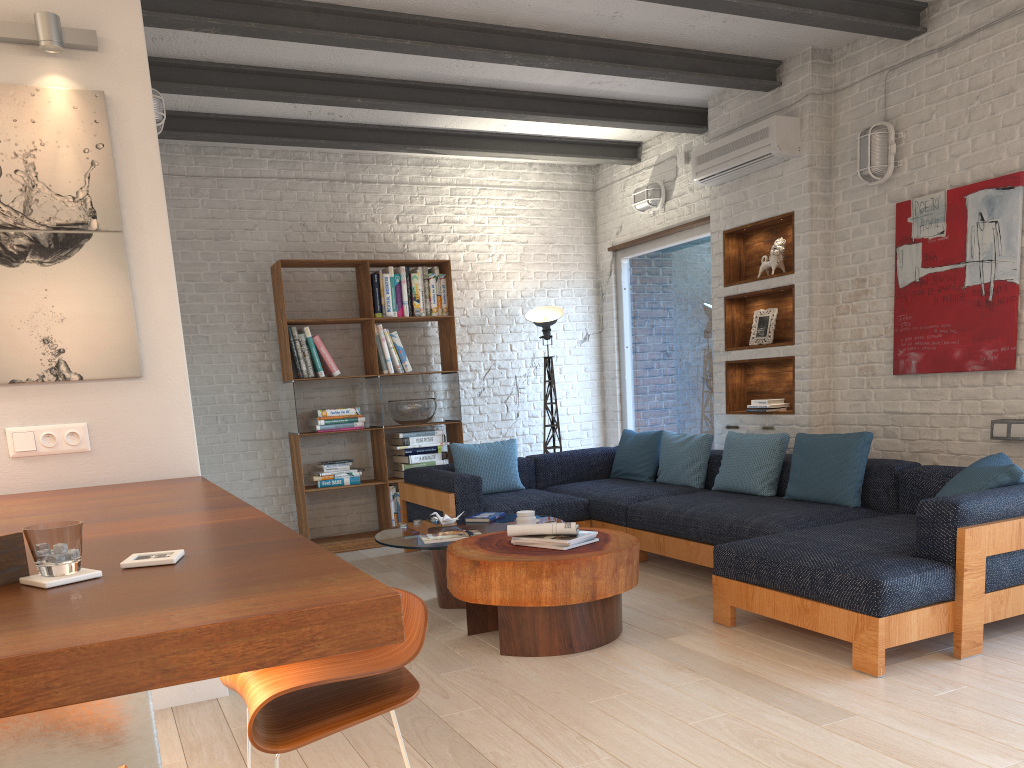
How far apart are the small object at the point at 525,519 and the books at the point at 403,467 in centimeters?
248cm

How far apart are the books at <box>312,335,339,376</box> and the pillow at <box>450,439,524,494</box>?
1.15m

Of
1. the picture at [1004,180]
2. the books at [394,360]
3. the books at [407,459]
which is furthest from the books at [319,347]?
the picture at [1004,180]

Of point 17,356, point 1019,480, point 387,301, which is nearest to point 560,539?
point 1019,480

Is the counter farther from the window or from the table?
the window

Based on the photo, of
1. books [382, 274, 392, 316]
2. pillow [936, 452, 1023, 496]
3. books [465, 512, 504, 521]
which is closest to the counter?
books [465, 512, 504, 521]

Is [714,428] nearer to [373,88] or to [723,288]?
[723,288]

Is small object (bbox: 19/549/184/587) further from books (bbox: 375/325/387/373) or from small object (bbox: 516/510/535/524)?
books (bbox: 375/325/387/373)

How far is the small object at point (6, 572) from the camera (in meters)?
1.45

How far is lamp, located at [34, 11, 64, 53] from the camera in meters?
3.1 m
